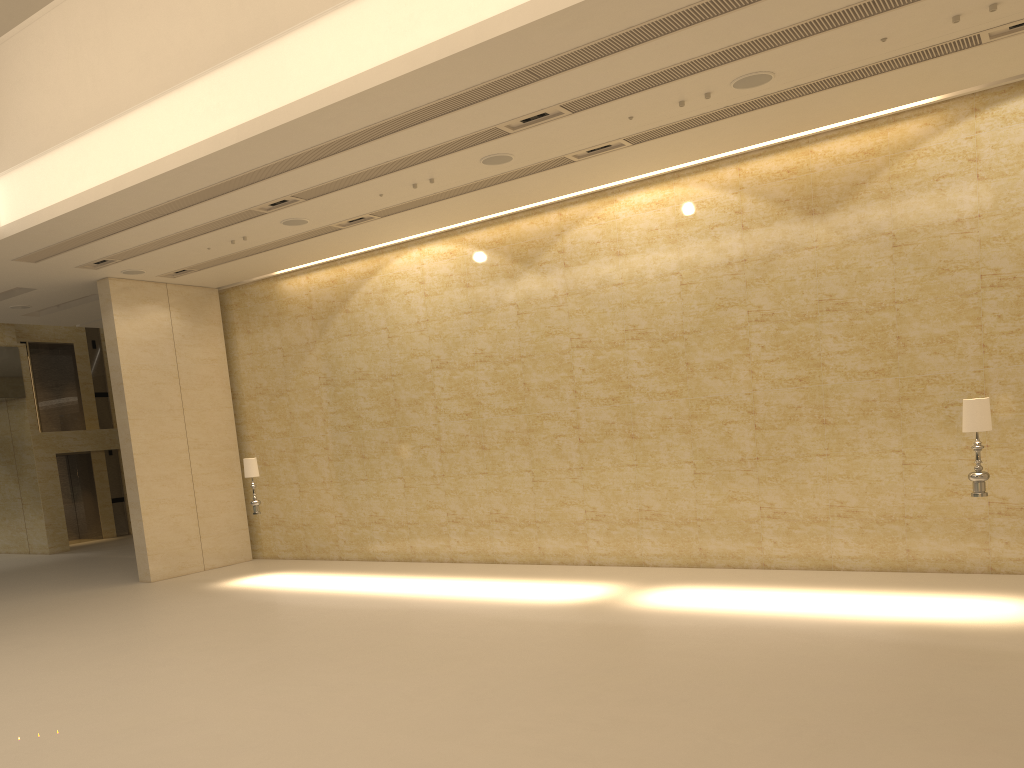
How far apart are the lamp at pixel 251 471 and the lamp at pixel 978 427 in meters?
11.2

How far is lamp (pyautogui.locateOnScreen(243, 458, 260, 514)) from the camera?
15.37m

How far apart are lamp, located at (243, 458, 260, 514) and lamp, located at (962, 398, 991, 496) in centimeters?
1119cm

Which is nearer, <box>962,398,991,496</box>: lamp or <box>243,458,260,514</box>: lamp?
<box>962,398,991,496</box>: lamp

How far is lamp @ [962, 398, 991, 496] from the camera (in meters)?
9.47

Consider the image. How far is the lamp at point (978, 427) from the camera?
9.47m

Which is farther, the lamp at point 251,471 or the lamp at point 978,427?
the lamp at point 251,471
